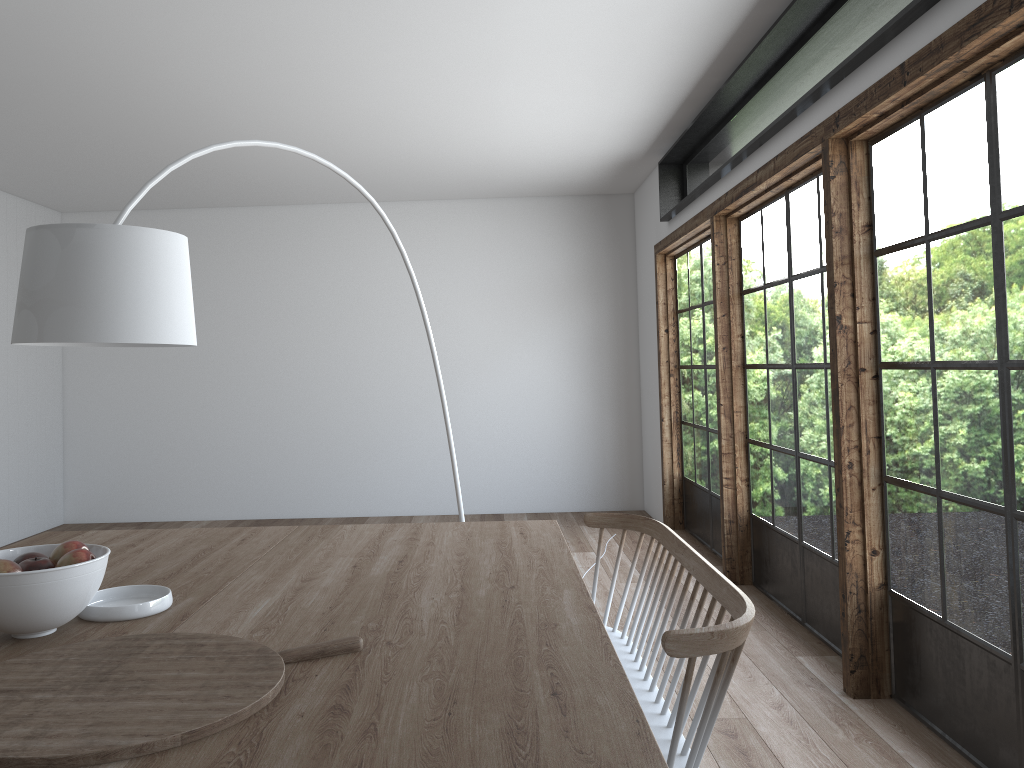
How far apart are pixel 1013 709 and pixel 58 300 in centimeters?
290cm

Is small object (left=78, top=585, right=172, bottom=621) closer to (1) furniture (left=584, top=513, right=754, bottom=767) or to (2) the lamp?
(2) the lamp

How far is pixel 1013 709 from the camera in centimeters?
268cm

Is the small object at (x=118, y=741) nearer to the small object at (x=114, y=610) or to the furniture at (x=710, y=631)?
the small object at (x=114, y=610)

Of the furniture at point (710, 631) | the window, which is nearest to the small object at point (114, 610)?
the furniture at point (710, 631)

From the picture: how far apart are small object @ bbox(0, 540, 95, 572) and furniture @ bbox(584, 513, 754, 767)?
1.2m

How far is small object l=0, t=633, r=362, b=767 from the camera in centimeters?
130cm

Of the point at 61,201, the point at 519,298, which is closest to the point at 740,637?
the point at 519,298

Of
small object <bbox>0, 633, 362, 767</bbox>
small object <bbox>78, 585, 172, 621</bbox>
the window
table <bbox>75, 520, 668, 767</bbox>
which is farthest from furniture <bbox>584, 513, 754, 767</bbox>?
small object <bbox>78, 585, 172, 621</bbox>

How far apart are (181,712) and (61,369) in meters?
7.4
